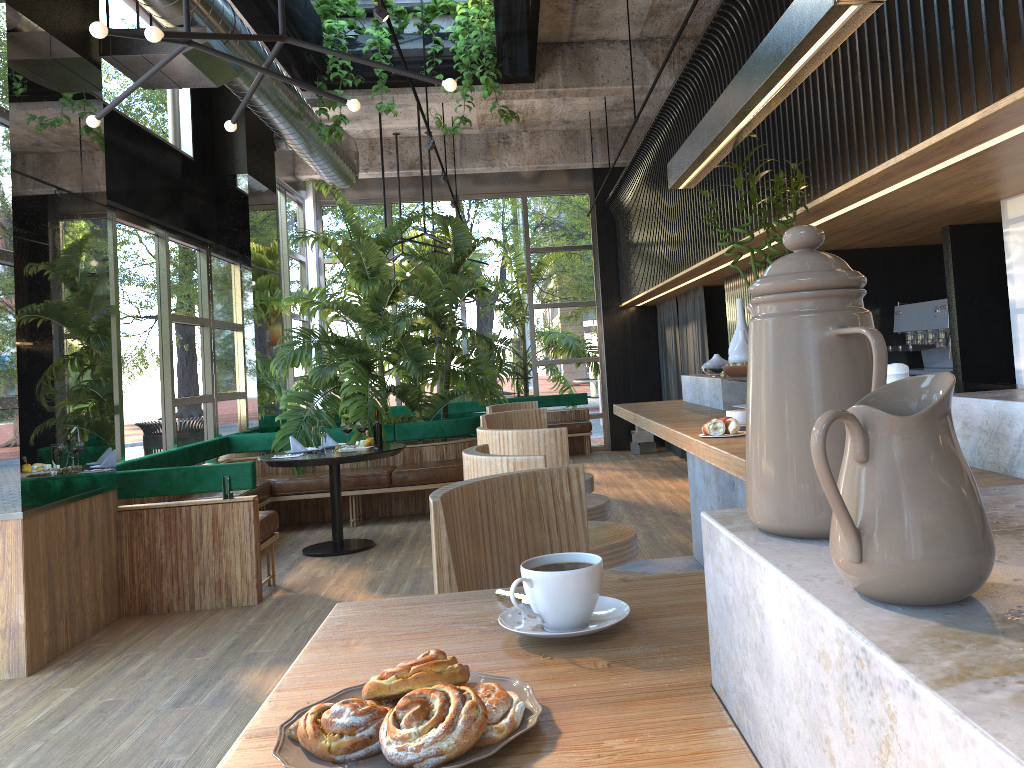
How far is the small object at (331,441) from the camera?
7.2m

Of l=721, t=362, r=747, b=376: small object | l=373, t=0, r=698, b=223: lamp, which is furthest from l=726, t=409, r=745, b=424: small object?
l=373, t=0, r=698, b=223: lamp

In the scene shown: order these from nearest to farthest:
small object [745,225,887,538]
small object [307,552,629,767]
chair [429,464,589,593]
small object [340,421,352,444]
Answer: small object [745,225,887,538] < small object [307,552,629,767] < chair [429,464,589,593] < small object [340,421,352,444]

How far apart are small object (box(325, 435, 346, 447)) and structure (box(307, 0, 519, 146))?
2.6 meters

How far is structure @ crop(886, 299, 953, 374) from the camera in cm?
589

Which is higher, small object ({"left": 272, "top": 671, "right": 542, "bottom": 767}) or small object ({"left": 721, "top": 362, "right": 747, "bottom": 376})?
small object ({"left": 721, "top": 362, "right": 747, "bottom": 376})

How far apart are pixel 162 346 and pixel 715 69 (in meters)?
4.86

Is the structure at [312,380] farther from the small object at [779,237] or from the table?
the small object at [779,237]

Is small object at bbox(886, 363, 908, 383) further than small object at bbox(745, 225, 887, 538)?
Yes

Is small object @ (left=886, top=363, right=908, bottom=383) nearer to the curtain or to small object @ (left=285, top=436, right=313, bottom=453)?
small object @ (left=285, top=436, right=313, bottom=453)
